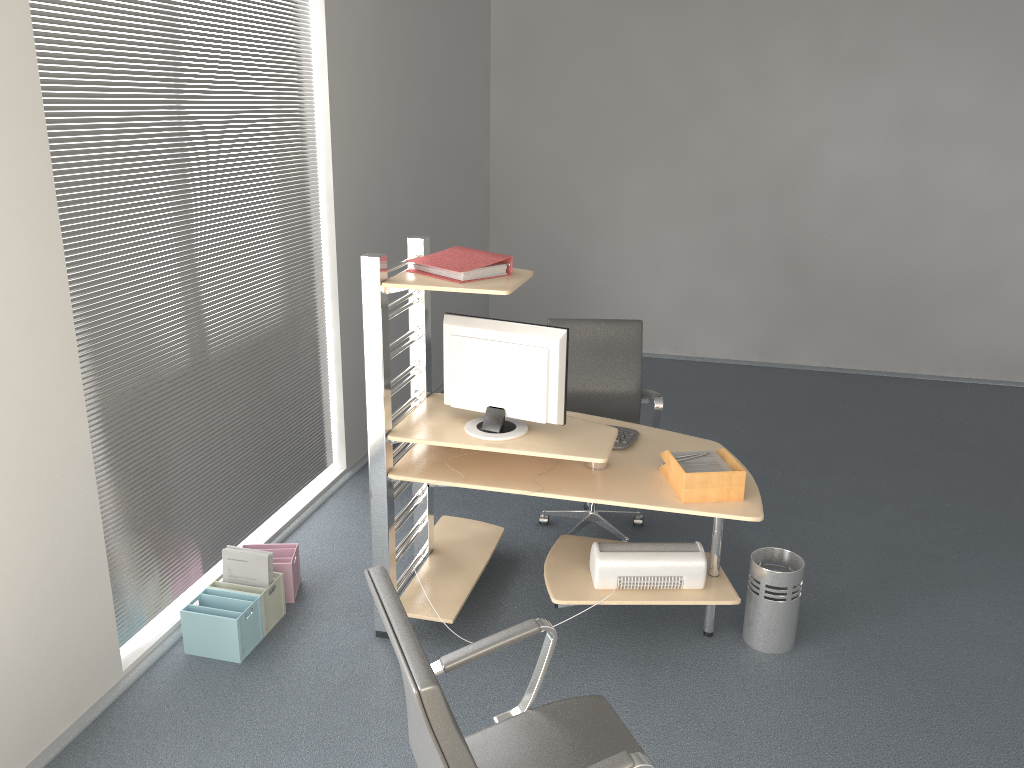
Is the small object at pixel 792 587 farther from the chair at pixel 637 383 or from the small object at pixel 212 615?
the small object at pixel 212 615

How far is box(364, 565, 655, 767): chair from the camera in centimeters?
171cm

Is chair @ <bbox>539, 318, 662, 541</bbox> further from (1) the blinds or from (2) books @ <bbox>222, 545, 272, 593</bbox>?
(2) books @ <bbox>222, 545, 272, 593</bbox>

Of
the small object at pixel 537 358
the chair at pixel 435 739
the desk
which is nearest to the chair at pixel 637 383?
the desk

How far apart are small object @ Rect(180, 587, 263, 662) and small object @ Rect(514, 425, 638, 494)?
1.57m

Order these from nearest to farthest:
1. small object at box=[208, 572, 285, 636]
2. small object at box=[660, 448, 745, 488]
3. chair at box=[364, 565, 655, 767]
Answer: chair at box=[364, 565, 655, 767], small object at box=[660, 448, 745, 488], small object at box=[208, 572, 285, 636]

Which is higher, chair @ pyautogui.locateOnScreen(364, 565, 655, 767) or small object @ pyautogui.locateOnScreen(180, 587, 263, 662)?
chair @ pyautogui.locateOnScreen(364, 565, 655, 767)

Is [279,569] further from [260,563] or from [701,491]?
[701,491]

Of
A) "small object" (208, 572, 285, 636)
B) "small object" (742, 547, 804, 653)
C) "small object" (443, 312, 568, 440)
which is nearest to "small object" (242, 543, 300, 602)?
"small object" (208, 572, 285, 636)

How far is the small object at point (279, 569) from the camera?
3.8m
